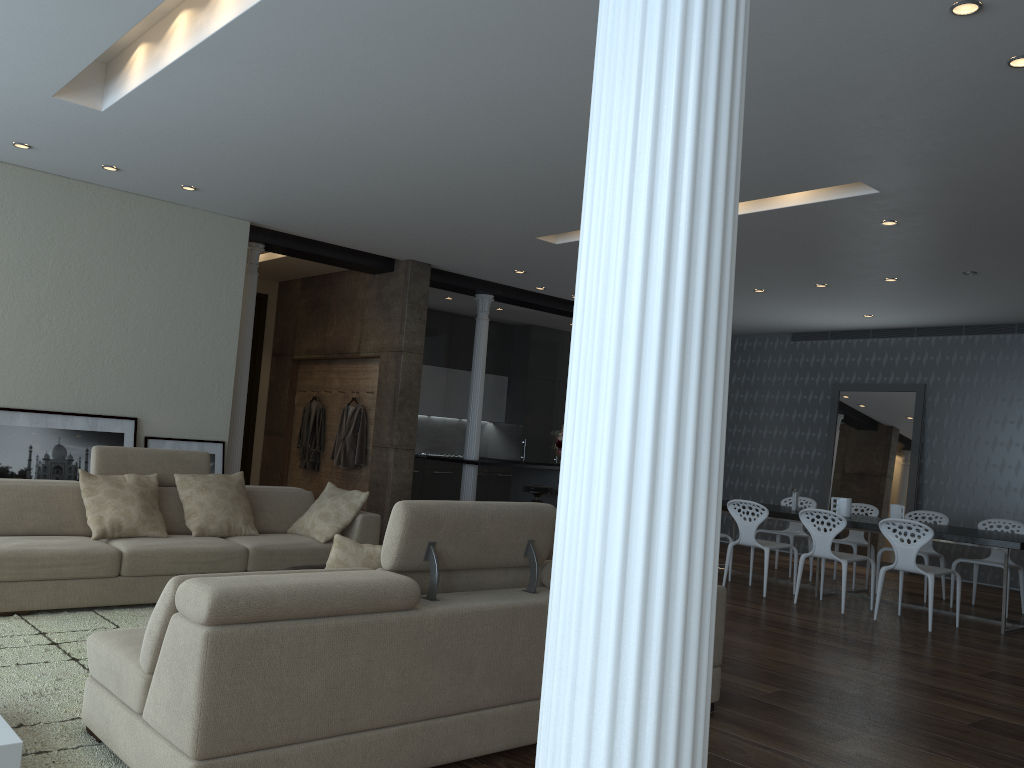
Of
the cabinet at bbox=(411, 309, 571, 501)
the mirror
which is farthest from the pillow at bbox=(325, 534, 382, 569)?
the mirror

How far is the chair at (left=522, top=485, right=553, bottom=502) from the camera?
10.3m

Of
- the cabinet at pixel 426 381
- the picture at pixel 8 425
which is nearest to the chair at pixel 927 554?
the cabinet at pixel 426 381

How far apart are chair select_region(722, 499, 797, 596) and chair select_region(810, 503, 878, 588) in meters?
1.3

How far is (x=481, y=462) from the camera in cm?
991

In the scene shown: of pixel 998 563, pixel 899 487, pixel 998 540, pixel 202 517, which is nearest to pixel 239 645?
pixel 202 517

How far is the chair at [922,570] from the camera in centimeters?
688cm

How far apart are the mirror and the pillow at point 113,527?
8.5m

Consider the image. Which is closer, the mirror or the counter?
the counter

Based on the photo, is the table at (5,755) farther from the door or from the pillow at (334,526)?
the door
